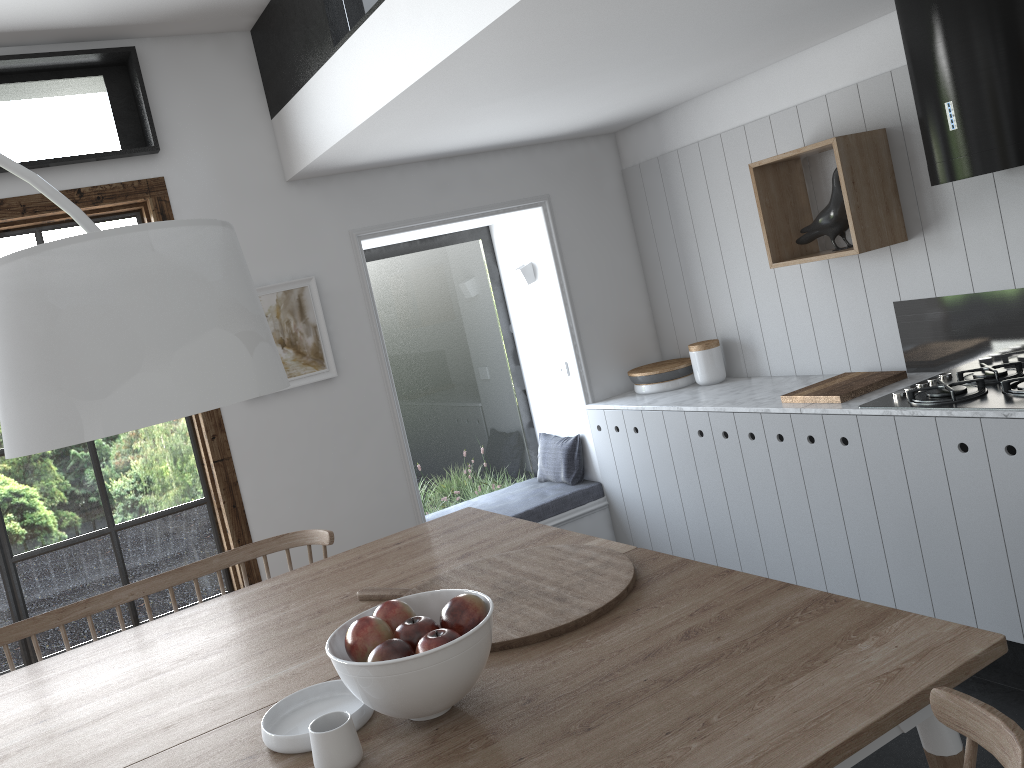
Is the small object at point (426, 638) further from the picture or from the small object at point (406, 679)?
the picture

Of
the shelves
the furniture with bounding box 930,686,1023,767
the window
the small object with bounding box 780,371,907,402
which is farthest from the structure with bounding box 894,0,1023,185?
the window

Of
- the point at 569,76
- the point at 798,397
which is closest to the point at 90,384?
the point at 569,76

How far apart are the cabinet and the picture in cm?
143

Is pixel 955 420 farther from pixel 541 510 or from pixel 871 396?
pixel 541 510

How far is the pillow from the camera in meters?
4.8 m

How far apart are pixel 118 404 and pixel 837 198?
3.08m

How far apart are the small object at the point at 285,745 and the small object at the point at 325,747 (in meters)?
0.06

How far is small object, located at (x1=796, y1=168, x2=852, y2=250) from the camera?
3.6 meters

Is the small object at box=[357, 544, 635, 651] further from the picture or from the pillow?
the pillow
